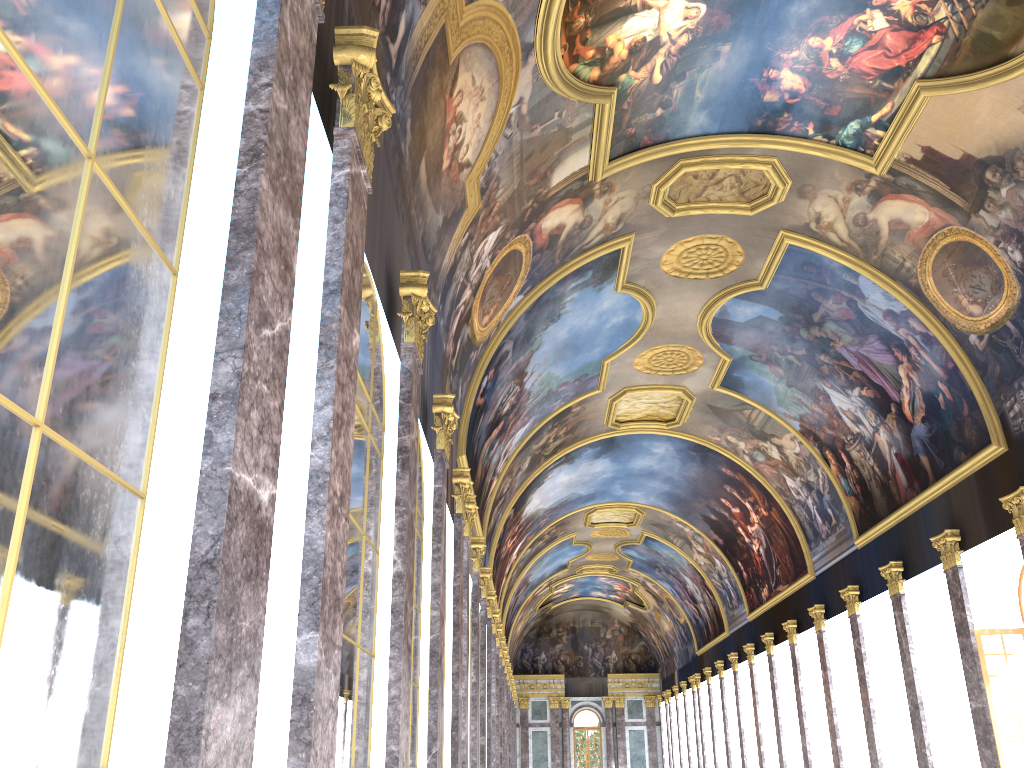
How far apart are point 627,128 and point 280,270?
13.8m
